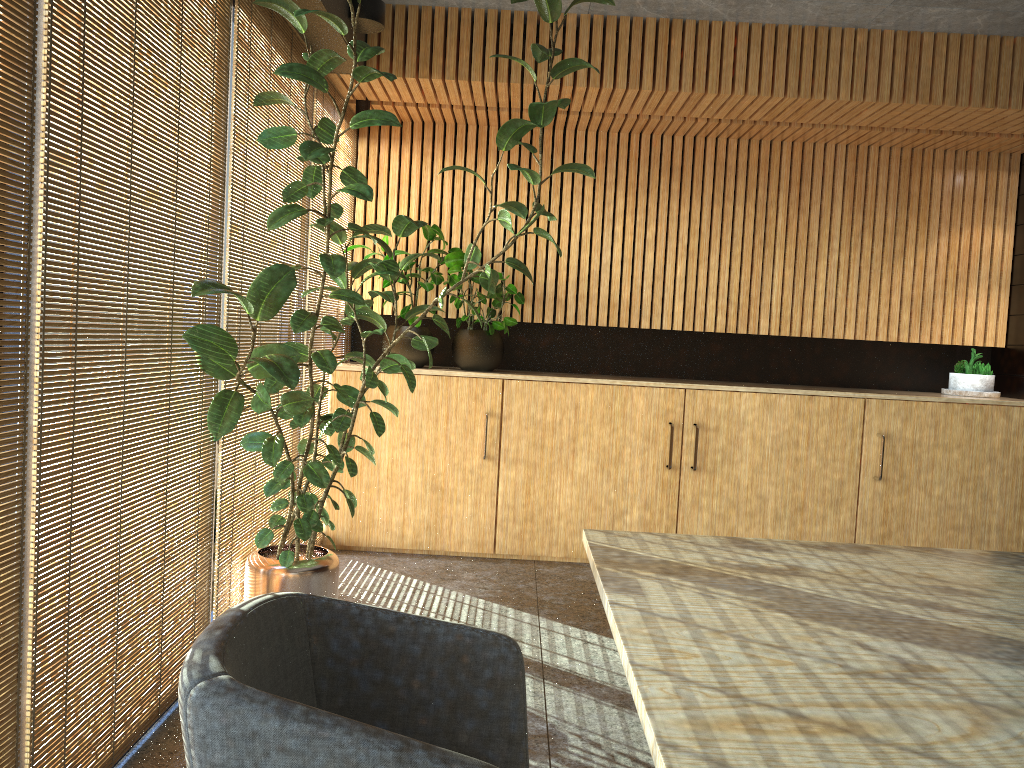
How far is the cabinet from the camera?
6.01m

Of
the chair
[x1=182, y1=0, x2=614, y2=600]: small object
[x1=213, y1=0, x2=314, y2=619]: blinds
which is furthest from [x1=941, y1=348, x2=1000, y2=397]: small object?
the chair

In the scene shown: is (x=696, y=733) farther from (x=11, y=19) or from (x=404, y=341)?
(x=404, y=341)

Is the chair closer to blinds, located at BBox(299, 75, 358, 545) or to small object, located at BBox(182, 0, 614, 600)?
small object, located at BBox(182, 0, 614, 600)

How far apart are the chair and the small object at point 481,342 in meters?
4.2

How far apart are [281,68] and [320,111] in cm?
210

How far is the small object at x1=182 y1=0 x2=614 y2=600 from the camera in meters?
3.3 m

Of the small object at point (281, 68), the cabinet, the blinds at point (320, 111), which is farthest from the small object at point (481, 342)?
the small object at point (281, 68)

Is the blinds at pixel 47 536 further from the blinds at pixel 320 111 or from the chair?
the blinds at pixel 320 111

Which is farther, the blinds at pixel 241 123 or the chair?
the blinds at pixel 241 123
